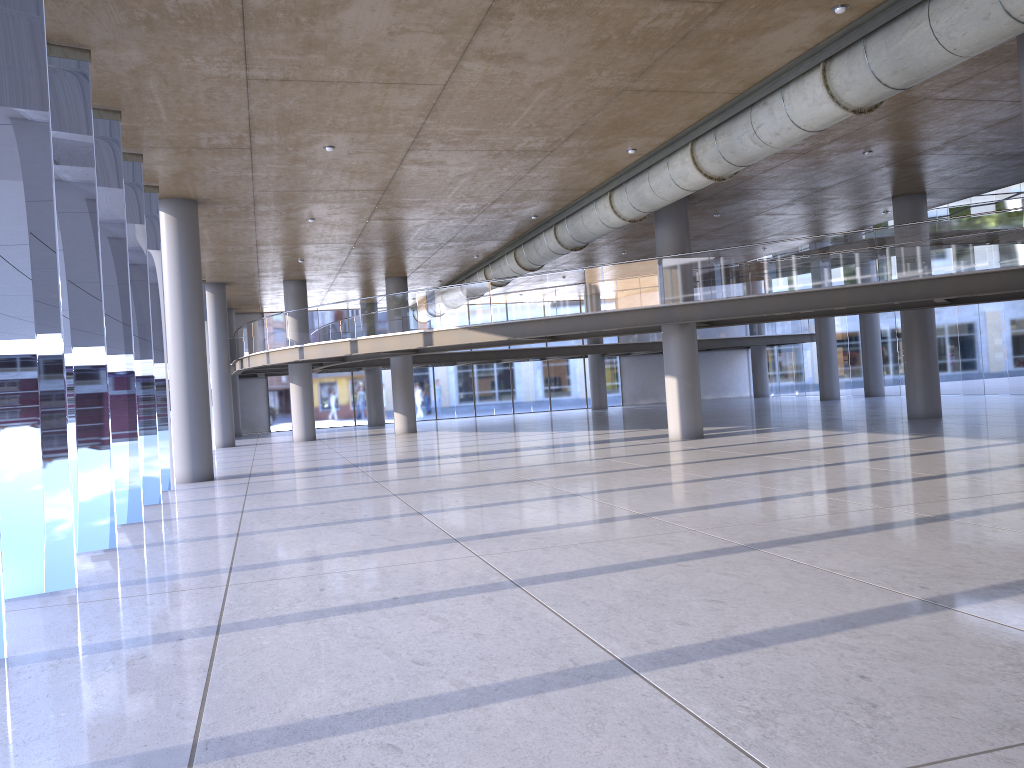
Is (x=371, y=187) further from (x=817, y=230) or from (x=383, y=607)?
(x=817, y=230)

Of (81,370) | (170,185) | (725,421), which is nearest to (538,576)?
(170,185)

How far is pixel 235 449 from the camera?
28.4 meters
